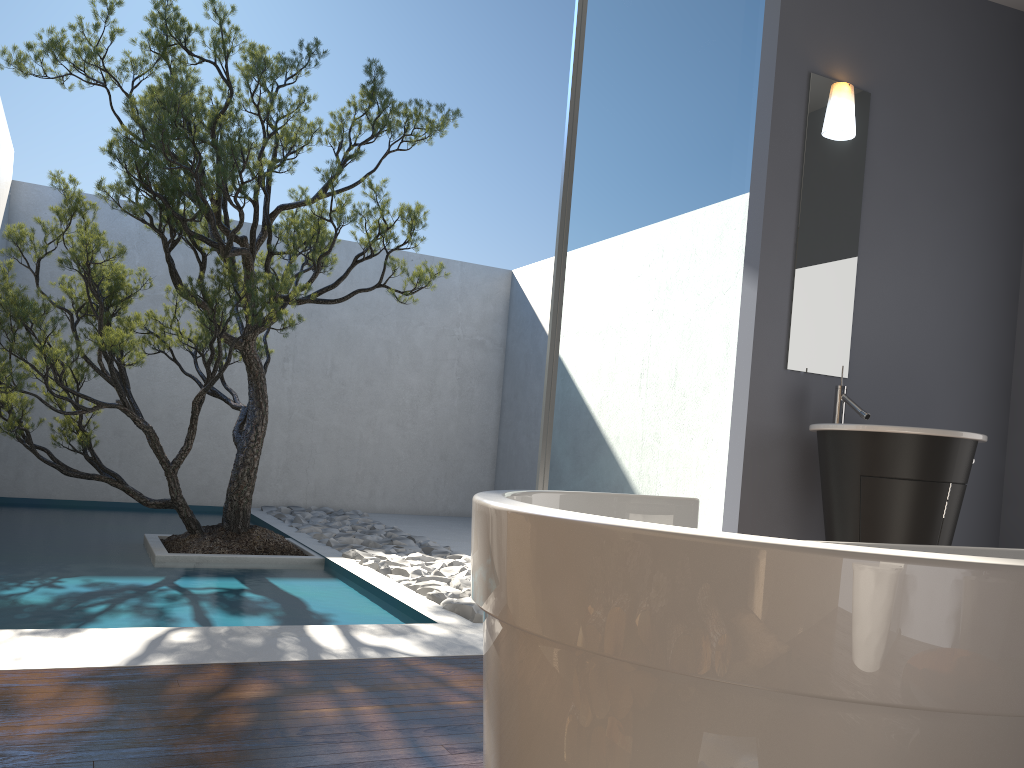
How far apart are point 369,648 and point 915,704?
2.7 meters

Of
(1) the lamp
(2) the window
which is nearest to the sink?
(2) the window

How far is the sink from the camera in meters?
3.2

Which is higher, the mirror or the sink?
the mirror

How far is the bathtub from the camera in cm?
77

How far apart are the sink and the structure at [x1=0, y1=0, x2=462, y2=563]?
2.5 meters

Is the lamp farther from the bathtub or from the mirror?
the bathtub

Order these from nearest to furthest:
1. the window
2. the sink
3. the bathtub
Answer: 1. the bathtub
2. the sink
3. the window

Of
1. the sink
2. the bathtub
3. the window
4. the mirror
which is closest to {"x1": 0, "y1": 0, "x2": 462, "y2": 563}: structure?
the window

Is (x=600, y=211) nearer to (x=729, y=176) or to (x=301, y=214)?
(x=729, y=176)
